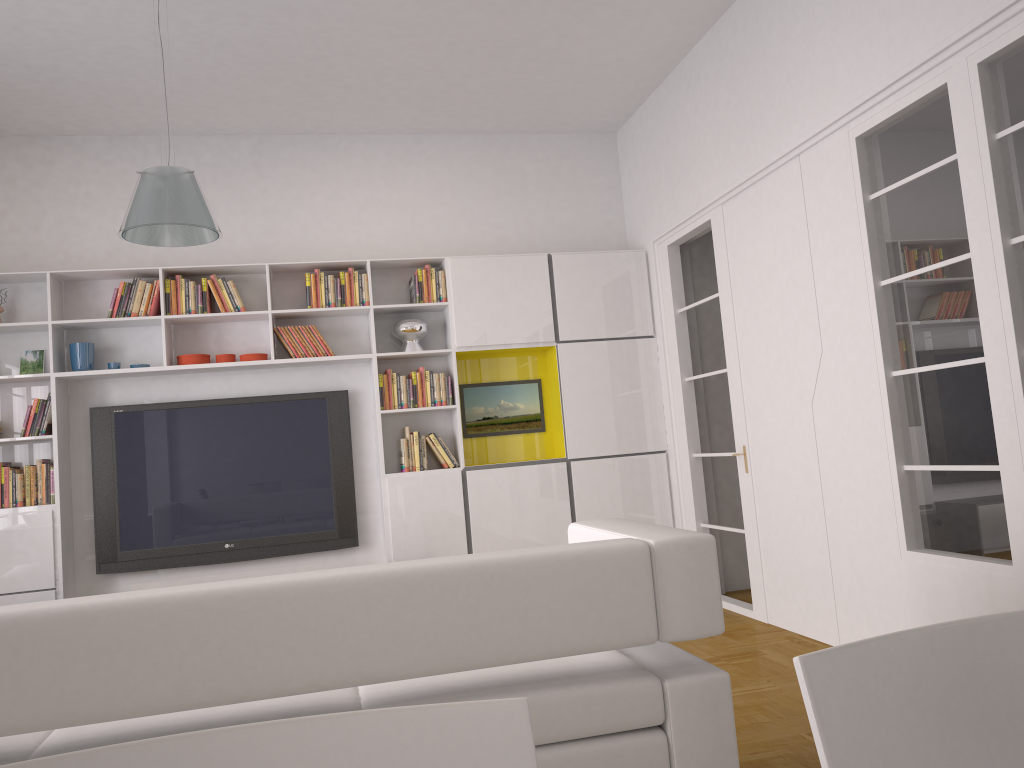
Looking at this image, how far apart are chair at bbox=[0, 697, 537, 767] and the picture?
5.67m

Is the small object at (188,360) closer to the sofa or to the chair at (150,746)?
the sofa

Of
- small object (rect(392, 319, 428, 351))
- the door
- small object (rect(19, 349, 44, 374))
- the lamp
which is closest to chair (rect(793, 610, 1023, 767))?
the lamp

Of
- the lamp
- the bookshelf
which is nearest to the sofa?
the lamp

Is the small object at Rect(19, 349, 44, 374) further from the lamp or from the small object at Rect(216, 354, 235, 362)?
the lamp

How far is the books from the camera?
5.5m

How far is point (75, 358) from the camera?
5.65m

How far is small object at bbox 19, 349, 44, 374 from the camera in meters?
5.7

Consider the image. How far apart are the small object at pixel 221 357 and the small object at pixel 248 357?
0.1m

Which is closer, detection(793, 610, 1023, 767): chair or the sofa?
detection(793, 610, 1023, 767): chair
